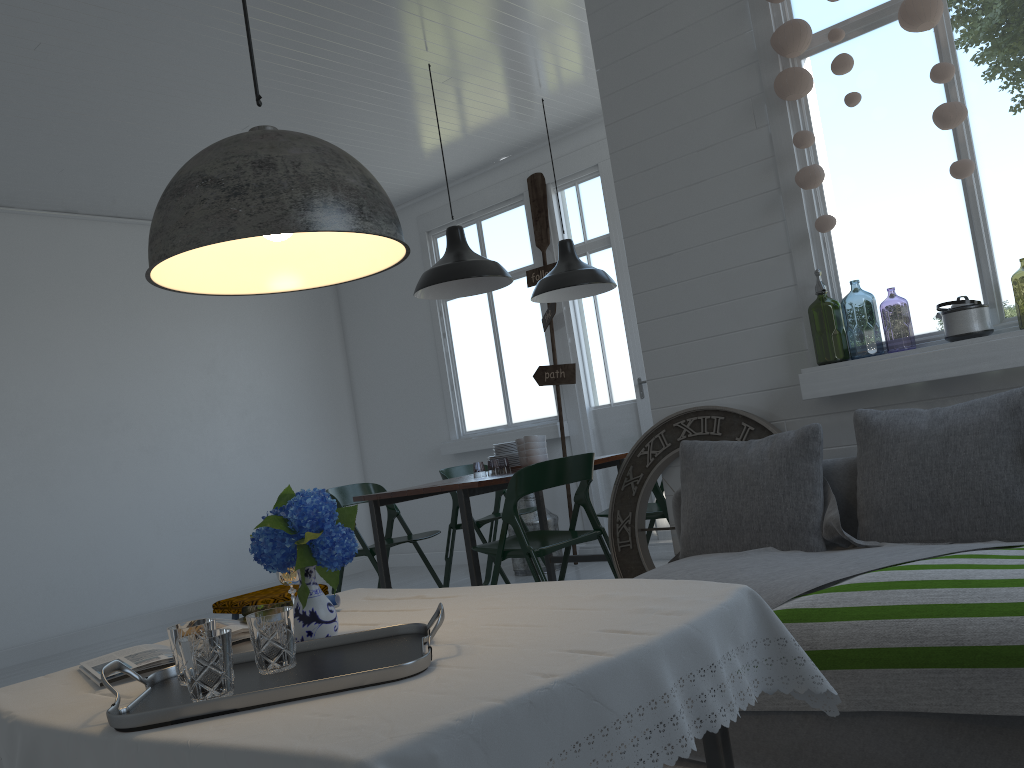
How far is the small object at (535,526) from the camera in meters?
7.3 m

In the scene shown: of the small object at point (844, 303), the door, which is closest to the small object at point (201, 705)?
the small object at point (844, 303)

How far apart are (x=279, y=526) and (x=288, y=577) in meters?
0.4 m

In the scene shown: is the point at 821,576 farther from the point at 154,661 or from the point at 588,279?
the point at 588,279

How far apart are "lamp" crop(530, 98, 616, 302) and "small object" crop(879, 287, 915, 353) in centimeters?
185cm

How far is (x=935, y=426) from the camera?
3.2m

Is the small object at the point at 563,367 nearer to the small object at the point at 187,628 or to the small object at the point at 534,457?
the small object at the point at 534,457

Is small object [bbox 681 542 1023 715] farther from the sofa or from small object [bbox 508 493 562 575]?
small object [bbox 508 493 562 575]

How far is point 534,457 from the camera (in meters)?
5.42

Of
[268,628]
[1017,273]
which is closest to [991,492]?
[268,628]
